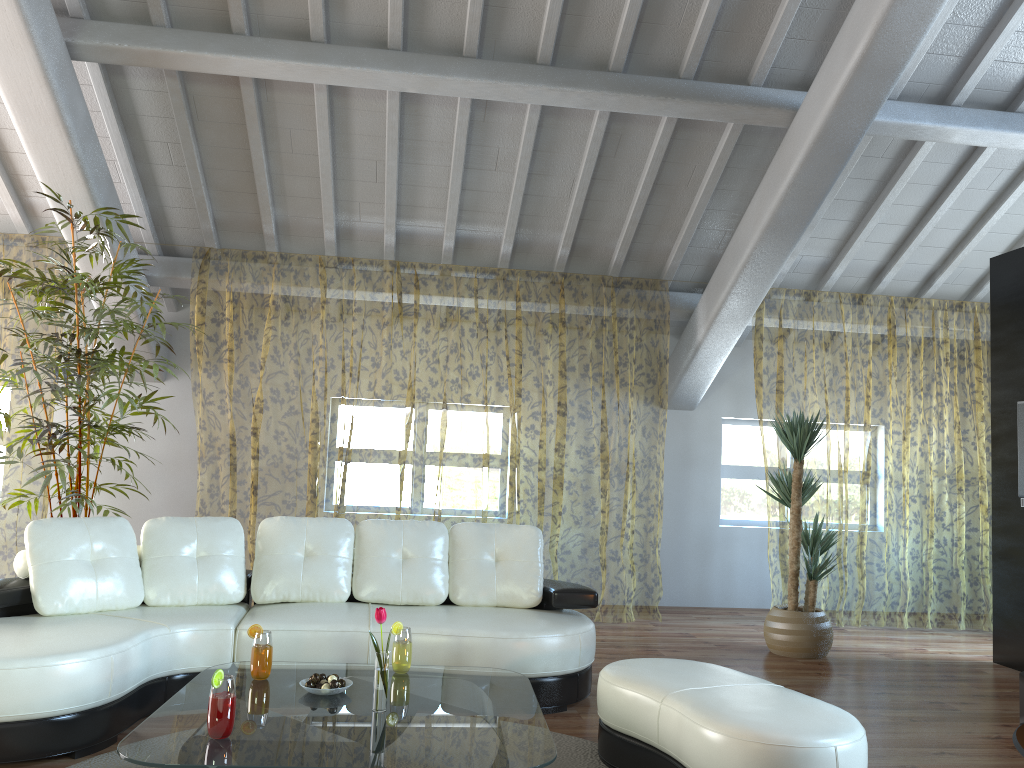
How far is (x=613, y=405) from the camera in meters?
12.2

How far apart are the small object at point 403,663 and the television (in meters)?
4.14

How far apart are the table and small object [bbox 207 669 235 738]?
0.0m

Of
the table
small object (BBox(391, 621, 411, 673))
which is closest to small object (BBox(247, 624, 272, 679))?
the table

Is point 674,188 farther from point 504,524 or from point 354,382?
point 354,382

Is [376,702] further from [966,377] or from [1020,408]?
[966,377]

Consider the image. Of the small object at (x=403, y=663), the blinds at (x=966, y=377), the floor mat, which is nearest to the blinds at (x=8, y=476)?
the floor mat

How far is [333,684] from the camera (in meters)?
2.95

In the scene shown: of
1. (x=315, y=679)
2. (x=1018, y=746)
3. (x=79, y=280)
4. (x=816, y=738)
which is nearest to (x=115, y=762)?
(x=315, y=679)

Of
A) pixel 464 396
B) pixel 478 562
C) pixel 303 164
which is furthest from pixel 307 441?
pixel 478 562
